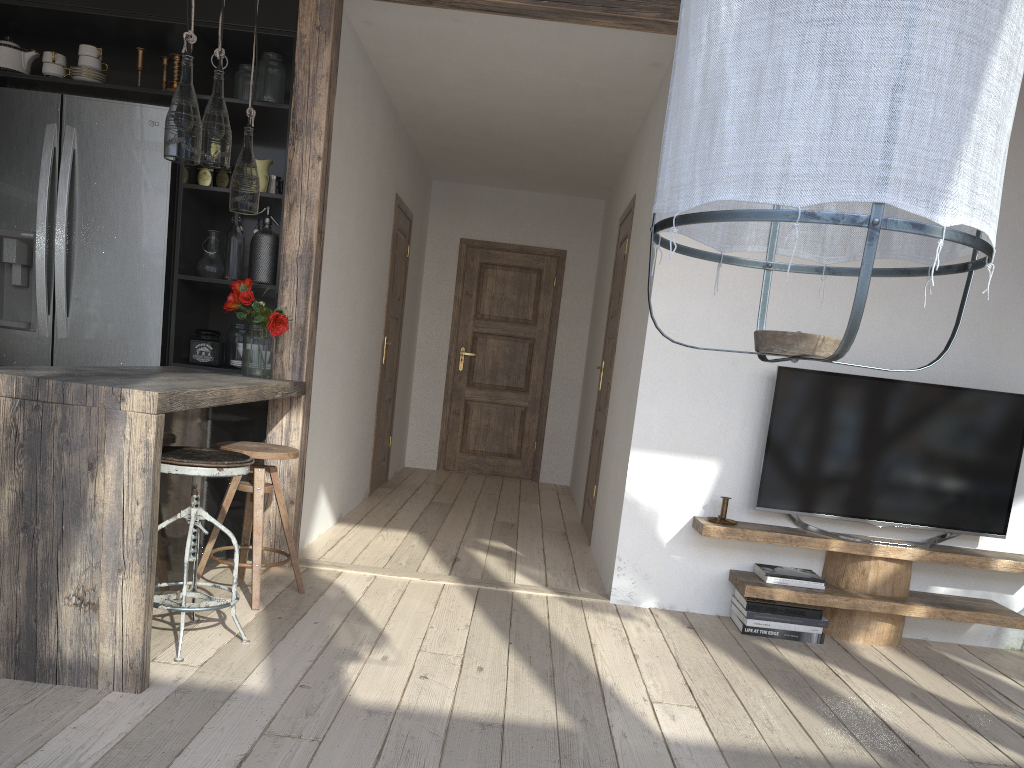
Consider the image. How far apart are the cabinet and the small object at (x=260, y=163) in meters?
0.1

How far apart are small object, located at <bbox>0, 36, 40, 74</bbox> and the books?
4.0m

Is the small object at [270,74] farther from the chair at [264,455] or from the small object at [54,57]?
the chair at [264,455]

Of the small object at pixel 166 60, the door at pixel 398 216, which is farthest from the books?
the small object at pixel 166 60

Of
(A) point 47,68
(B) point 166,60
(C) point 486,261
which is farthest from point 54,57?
(C) point 486,261

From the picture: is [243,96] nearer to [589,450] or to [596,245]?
[589,450]

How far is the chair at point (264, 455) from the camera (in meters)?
3.31

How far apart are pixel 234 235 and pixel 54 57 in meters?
1.1 m

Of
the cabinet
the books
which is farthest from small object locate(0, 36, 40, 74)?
the books

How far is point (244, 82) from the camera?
4.0m
